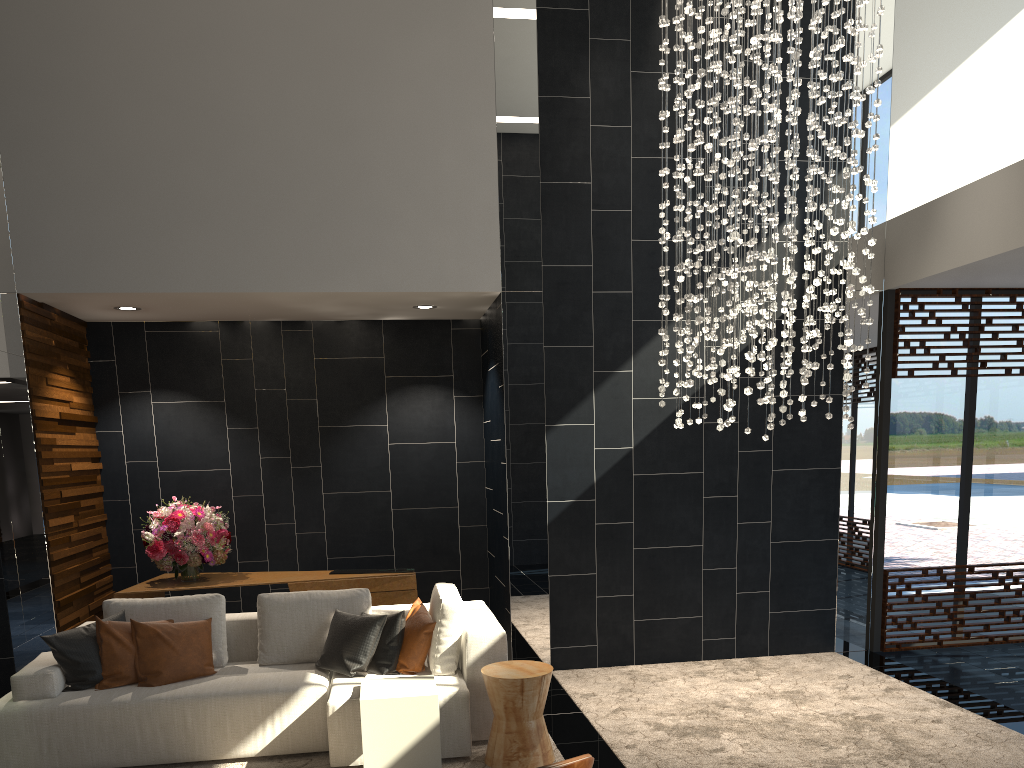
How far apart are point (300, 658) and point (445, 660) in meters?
1.0 m

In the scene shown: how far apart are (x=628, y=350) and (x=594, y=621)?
2.0 meters

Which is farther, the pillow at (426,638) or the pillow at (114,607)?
the pillow at (114,607)

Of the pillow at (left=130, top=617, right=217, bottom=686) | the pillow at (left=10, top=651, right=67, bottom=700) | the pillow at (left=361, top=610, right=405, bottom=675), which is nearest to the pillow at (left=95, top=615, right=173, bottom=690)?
the pillow at (left=130, top=617, right=217, bottom=686)

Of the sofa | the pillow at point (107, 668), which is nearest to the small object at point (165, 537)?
the sofa

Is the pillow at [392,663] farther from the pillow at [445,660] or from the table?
the table

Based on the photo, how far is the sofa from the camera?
4.41m

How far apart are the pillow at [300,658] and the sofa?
0.04m

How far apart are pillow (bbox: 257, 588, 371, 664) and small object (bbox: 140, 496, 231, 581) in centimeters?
139cm

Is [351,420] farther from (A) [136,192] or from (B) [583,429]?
(A) [136,192]
